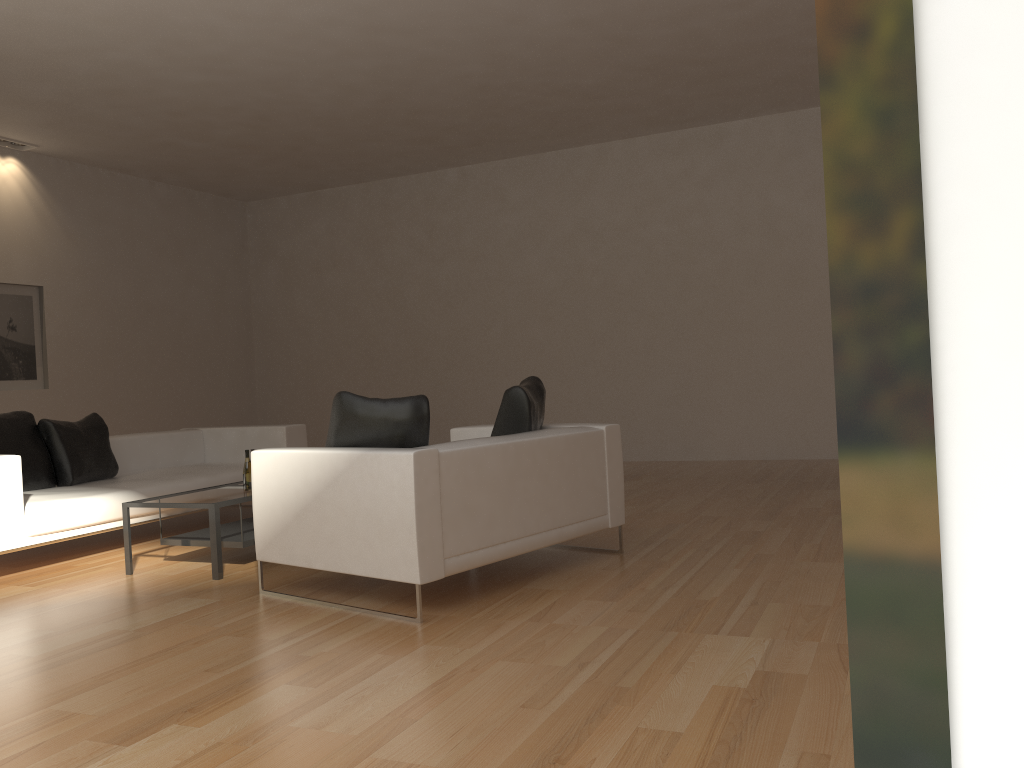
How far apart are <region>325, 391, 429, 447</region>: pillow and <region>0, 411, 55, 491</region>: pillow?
2.8 meters

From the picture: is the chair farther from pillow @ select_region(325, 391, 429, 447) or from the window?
the window

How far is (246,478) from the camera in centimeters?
554cm

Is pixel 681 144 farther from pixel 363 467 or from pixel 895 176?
pixel 895 176

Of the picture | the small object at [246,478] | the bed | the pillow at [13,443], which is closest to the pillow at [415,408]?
the small object at [246,478]

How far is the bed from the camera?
5.31m

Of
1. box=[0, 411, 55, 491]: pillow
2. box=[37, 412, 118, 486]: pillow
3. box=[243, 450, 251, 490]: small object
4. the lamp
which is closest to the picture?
the lamp

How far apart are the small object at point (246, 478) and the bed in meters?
1.0 m

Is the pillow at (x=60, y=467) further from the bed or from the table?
the table

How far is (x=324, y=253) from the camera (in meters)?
12.11
